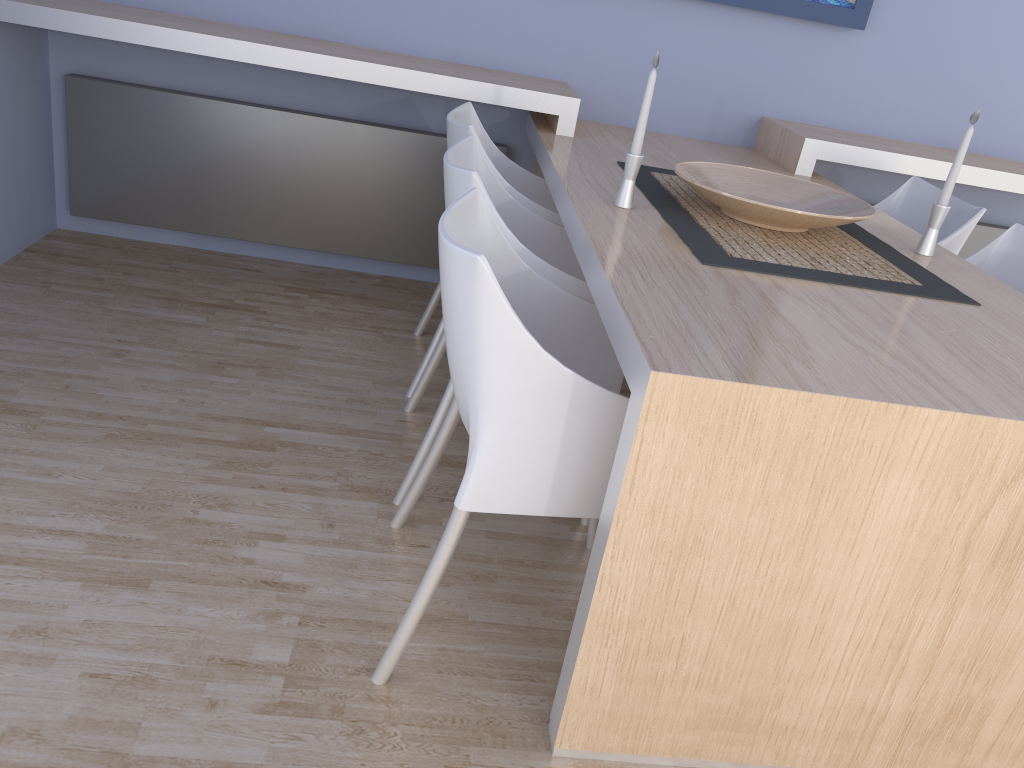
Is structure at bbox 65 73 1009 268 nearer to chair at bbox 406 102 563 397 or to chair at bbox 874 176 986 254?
chair at bbox 406 102 563 397

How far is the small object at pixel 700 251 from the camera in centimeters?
181cm

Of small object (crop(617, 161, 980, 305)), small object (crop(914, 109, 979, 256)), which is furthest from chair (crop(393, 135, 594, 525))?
small object (crop(914, 109, 979, 256))

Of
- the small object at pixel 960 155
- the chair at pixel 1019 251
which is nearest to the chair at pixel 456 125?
the small object at pixel 960 155

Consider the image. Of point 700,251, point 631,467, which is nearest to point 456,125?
point 700,251

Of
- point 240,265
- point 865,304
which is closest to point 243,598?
point 865,304

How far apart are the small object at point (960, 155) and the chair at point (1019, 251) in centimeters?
36cm

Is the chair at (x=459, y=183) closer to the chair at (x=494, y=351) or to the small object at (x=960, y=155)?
the chair at (x=494, y=351)

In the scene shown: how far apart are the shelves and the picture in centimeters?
36cm

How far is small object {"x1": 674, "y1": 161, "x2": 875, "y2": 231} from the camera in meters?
2.0 m
